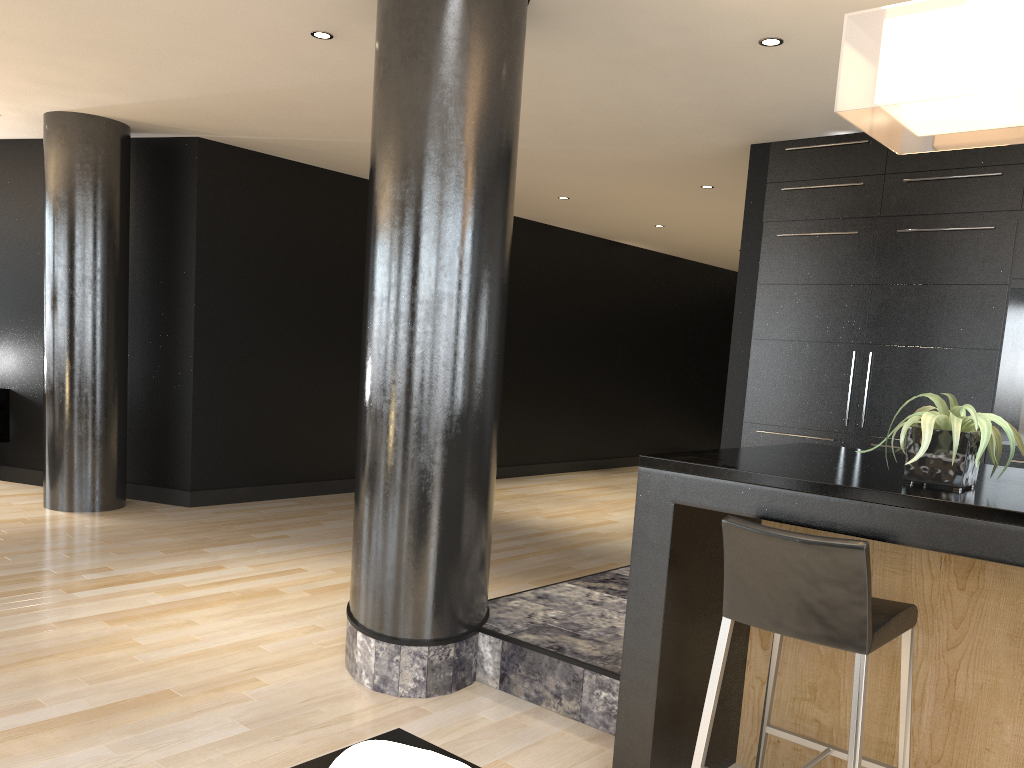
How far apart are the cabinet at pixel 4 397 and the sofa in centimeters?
709cm

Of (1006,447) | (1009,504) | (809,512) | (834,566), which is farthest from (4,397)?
(1009,504)

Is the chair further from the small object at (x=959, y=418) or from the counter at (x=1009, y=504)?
the small object at (x=959, y=418)

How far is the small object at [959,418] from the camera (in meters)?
2.15

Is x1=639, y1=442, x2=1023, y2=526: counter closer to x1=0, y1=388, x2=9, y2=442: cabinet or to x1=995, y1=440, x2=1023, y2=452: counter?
x1=995, y1=440, x2=1023, y2=452: counter

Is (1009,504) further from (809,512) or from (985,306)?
(985,306)

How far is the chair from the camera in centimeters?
204cm

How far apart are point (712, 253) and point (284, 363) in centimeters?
609cm

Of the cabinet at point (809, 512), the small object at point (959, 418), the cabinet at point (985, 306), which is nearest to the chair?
the cabinet at point (809, 512)

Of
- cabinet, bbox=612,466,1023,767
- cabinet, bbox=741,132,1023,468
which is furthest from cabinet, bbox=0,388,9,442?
cabinet, bbox=612,466,1023,767
